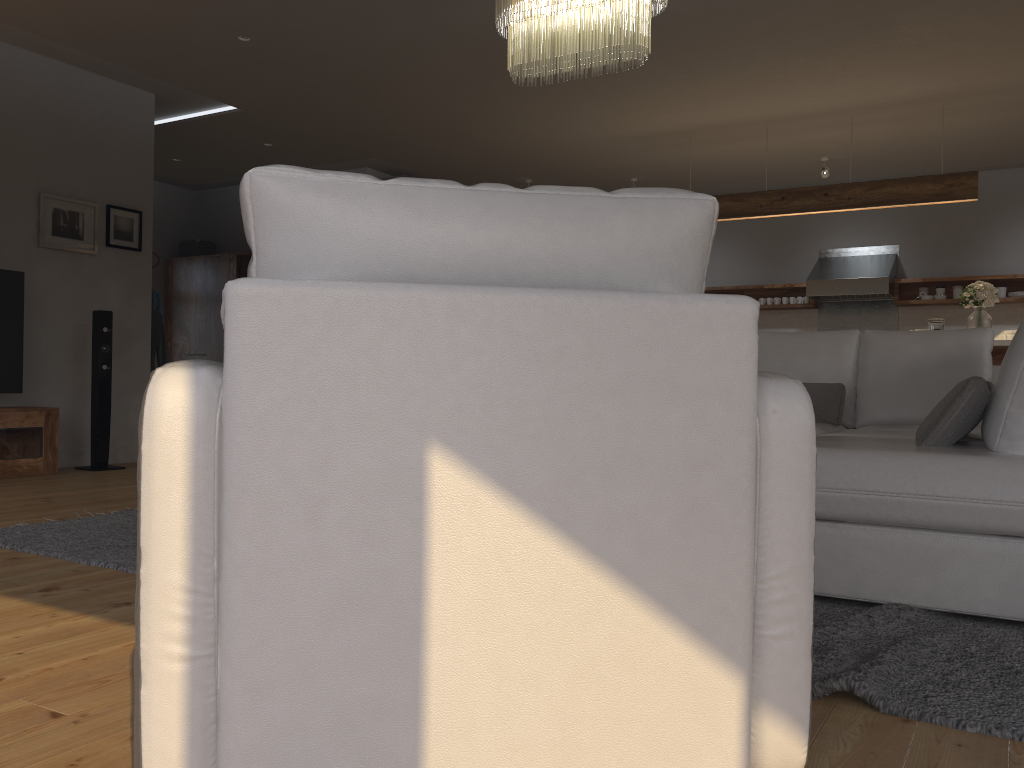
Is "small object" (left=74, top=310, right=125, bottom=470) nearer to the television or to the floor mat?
the television

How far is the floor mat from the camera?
1.7m

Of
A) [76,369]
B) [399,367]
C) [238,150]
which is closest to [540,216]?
[399,367]

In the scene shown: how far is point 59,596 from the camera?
2.5m

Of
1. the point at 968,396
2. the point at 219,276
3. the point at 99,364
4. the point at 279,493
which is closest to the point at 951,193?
the point at 968,396

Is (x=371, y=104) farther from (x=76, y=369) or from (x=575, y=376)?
(x=575, y=376)

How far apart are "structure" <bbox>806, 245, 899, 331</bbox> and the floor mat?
6.7 meters

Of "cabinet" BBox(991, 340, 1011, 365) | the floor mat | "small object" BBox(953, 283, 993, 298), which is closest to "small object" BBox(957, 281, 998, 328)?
"cabinet" BBox(991, 340, 1011, 365)

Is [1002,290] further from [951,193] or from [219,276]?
[219,276]

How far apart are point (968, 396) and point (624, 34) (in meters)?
2.02
